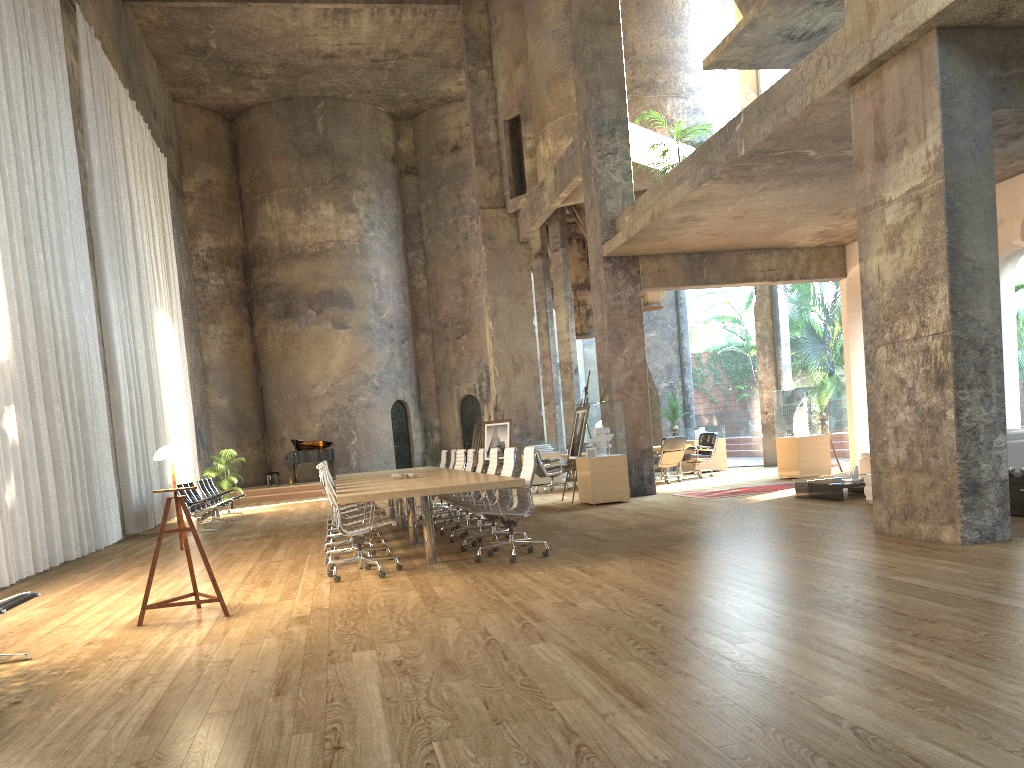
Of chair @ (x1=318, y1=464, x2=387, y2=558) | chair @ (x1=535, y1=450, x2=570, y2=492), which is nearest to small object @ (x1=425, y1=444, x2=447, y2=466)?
chair @ (x1=535, y1=450, x2=570, y2=492)

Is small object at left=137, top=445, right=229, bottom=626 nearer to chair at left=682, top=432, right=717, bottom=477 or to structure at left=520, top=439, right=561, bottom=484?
chair at left=682, top=432, right=717, bottom=477

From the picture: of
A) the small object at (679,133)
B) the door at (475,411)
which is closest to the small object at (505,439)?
the small object at (679,133)

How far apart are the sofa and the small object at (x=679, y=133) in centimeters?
545cm

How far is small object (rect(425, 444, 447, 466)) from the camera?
28.0m

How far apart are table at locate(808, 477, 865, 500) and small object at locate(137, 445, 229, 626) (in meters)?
7.52

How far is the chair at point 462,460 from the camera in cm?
1255

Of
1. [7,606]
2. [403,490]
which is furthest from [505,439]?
[7,606]

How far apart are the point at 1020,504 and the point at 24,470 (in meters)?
10.08

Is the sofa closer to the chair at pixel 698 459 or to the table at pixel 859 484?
the table at pixel 859 484
